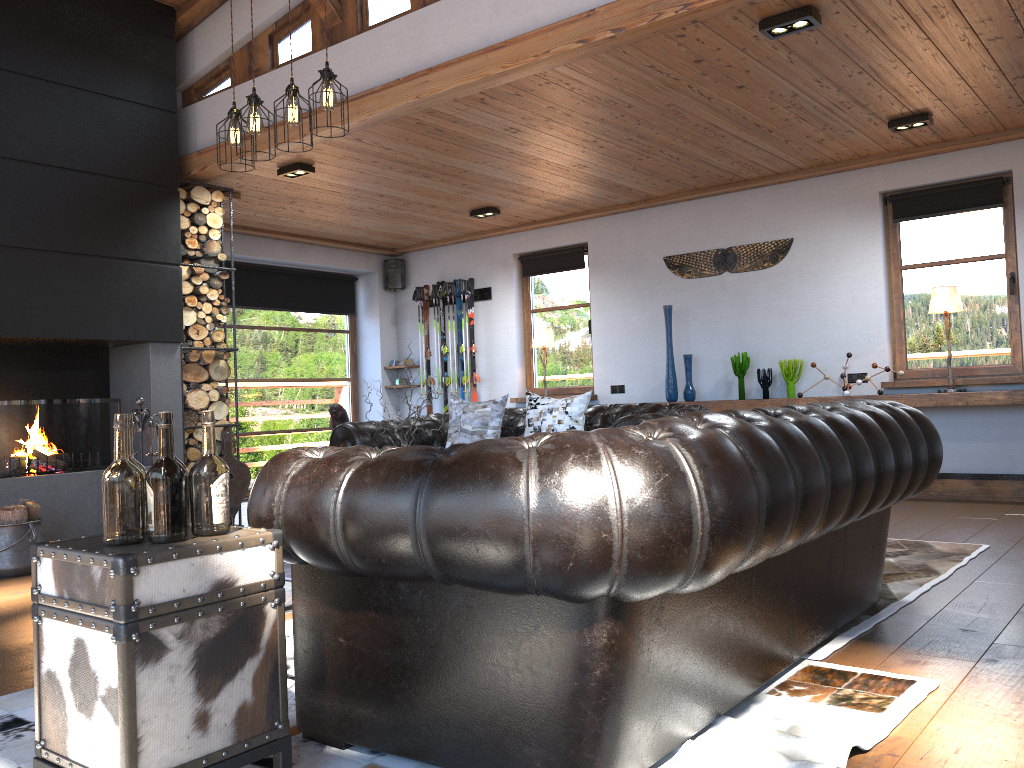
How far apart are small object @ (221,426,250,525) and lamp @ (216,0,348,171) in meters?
2.9

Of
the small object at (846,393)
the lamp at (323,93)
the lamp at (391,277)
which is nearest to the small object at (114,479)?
the lamp at (323,93)

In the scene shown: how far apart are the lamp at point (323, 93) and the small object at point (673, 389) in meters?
4.3

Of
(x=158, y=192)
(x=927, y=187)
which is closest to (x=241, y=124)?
(x=158, y=192)

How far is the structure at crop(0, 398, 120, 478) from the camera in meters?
5.6

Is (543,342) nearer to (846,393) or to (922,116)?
(846,393)

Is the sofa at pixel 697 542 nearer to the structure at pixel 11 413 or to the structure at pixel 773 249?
the structure at pixel 11 413

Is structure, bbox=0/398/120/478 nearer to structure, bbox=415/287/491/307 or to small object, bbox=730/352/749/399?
structure, bbox=415/287/491/307

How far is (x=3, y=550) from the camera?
5.1m

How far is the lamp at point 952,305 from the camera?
6.44m
